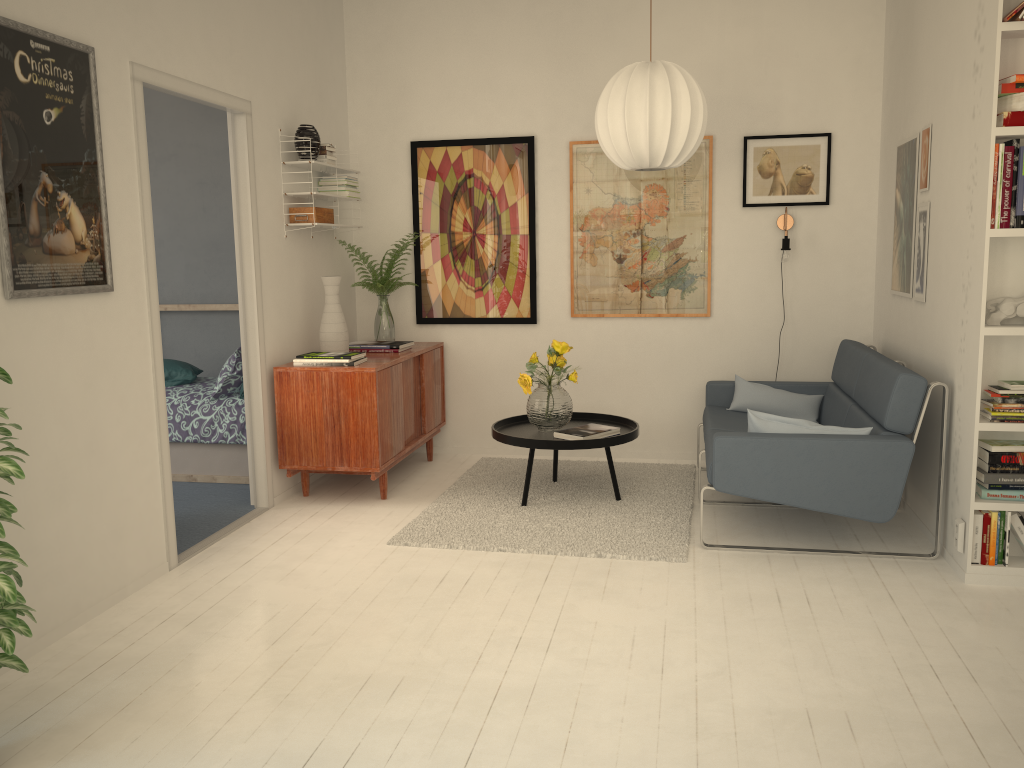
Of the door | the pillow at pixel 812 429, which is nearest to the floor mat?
the pillow at pixel 812 429

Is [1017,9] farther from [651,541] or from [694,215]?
[651,541]

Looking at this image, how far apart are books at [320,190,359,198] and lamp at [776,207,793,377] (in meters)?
2.47

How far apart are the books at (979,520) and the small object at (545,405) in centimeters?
193cm

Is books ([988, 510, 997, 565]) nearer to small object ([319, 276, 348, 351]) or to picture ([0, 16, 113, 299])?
small object ([319, 276, 348, 351])

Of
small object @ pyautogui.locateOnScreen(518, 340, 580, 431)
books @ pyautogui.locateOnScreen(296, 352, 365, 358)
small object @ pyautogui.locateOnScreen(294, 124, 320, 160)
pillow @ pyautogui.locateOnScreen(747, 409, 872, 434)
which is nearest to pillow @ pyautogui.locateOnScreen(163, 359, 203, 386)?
books @ pyautogui.locateOnScreen(296, 352, 365, 358)

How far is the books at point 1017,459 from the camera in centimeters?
331cm

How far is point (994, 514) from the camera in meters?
3.3

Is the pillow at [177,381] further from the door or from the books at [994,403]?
the books at [994,403]

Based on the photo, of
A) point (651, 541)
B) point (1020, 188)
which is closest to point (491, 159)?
point (651, 541)
